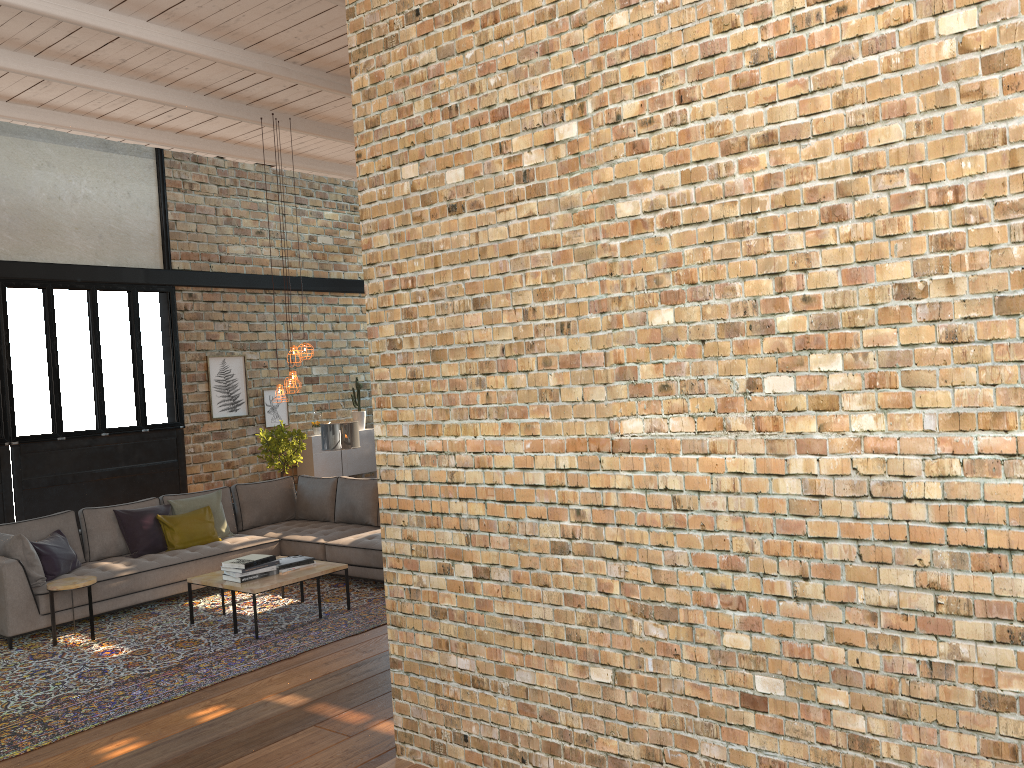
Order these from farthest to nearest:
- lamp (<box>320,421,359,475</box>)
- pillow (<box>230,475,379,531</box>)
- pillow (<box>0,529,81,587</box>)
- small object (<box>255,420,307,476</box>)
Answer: small object (<box>255,420,307,476</box>) → lamp (<box>320,421,359,475</box>) → pillow (<box>230,475,379,531</box>) → pillow (<box>0,529,81,587</box>)

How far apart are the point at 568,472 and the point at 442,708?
1.1m

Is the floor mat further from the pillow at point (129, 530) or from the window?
the window

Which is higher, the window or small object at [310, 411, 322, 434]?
the window

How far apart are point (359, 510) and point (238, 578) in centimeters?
225cm

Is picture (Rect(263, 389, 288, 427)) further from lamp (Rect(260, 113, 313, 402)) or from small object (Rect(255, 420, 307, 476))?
lamp (Rect(260, 113, 313, 402))

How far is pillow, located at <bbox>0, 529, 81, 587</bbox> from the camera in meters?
7.0

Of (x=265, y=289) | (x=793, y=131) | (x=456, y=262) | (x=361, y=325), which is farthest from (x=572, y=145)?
(x=361, y=325)

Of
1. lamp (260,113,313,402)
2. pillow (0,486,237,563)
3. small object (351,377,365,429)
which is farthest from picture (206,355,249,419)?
lamp (260,113,313,402)

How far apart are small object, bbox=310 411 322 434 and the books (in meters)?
6.09
